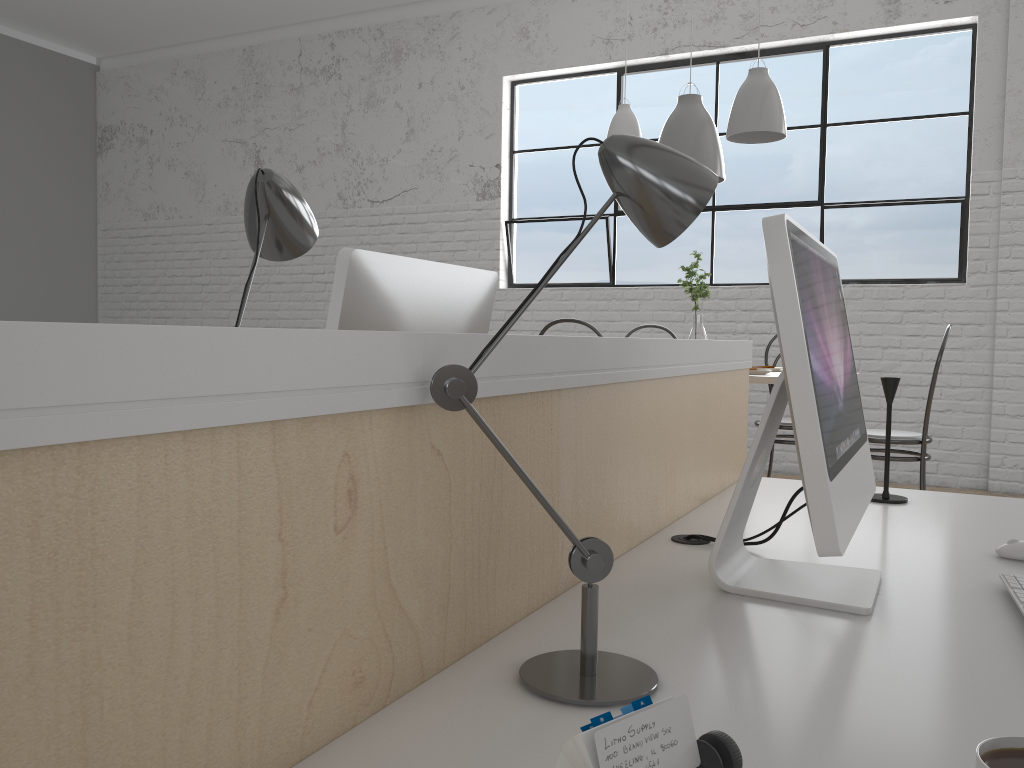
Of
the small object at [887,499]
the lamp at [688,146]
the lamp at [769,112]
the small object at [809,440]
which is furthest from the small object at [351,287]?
the lamp at [688,146]

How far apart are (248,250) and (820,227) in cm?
347

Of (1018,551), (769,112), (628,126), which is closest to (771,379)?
(769,112)

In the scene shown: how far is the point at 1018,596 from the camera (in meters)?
0.86

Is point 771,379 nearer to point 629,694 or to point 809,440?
point 809,440

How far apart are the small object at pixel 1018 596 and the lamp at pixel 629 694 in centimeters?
41cm

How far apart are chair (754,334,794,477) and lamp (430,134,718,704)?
2.5 meters

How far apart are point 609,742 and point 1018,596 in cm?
66

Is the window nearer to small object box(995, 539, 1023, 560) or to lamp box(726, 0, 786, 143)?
lamp box(726, 0, 786, 143)

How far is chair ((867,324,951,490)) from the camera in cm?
270
